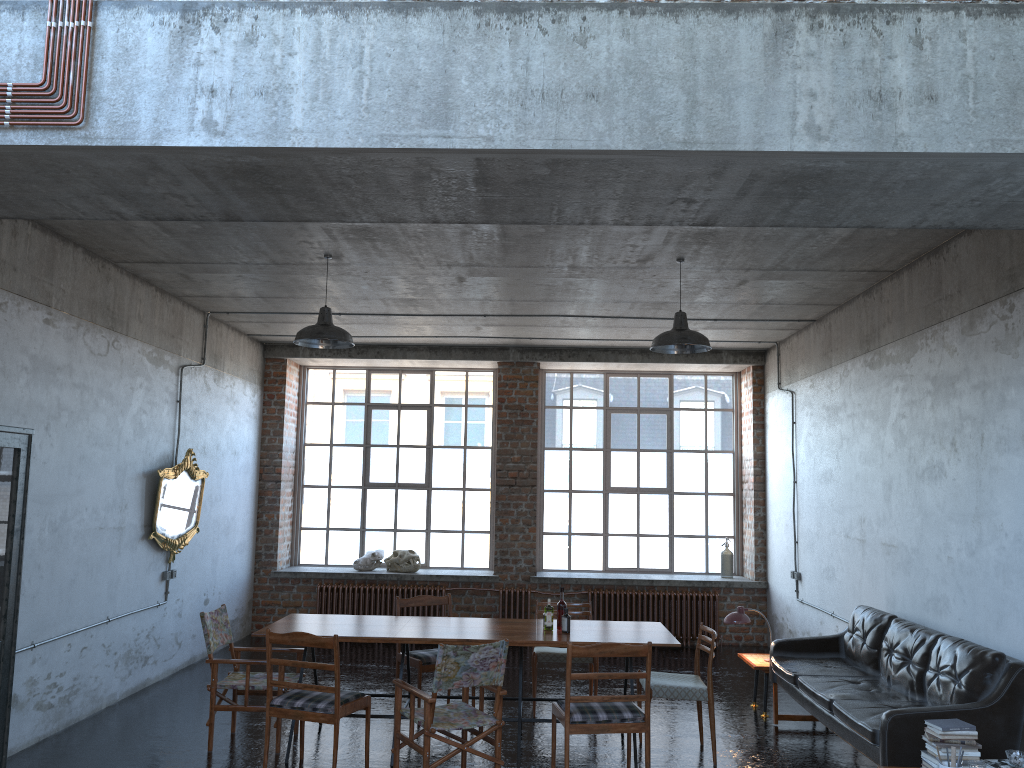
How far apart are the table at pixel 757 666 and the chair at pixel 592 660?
1.4m

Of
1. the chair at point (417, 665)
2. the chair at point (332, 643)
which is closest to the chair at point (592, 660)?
the chair at point (417, 665)

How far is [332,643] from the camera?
5.9 meters

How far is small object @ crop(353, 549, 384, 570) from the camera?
11.99m

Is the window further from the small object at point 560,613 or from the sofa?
the small object at point 560,613

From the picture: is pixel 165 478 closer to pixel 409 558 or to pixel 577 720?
pixel 409 558

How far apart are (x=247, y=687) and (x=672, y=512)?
7.3m

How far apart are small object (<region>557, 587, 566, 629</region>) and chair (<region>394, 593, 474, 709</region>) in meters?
1.4

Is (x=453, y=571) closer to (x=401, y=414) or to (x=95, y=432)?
(x=401, y=414)

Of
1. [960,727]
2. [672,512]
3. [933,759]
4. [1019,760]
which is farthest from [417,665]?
Answer: [672,512]
